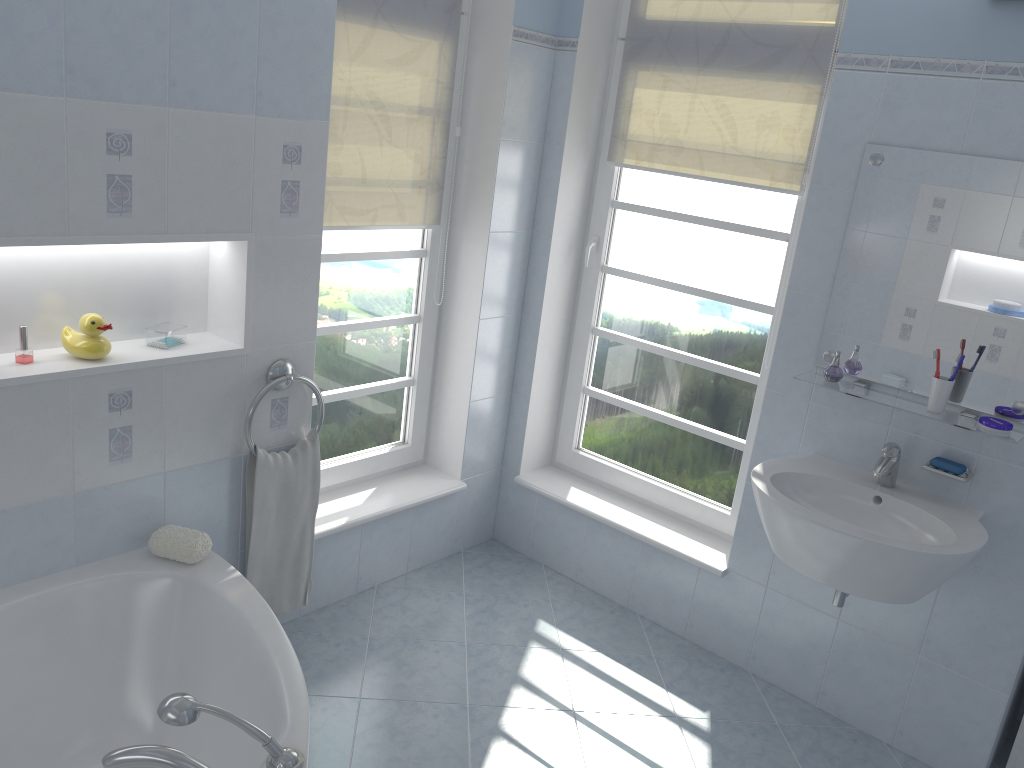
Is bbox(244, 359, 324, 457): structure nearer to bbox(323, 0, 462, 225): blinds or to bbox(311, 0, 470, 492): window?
bbox(311, 0, 470, 492): window

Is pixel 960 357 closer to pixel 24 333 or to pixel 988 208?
pixel 988 208

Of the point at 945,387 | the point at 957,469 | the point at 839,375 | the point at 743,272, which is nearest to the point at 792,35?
the point at 743,272

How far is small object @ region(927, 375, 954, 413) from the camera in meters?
2.4 m

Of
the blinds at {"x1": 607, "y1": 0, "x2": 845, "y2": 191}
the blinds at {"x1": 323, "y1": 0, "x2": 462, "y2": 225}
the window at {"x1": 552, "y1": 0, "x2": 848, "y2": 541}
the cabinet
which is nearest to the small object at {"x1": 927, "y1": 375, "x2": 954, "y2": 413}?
the window at {"x1": 552, "y1": 0, "x2": 848, "y2": 541}

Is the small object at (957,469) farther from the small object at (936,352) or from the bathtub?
the bathtub

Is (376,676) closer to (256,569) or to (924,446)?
(256,569)

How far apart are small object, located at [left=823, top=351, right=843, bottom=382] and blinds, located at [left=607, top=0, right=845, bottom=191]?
0.7m

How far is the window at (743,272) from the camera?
3.1m

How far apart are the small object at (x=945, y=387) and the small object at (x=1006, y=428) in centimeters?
11cm
